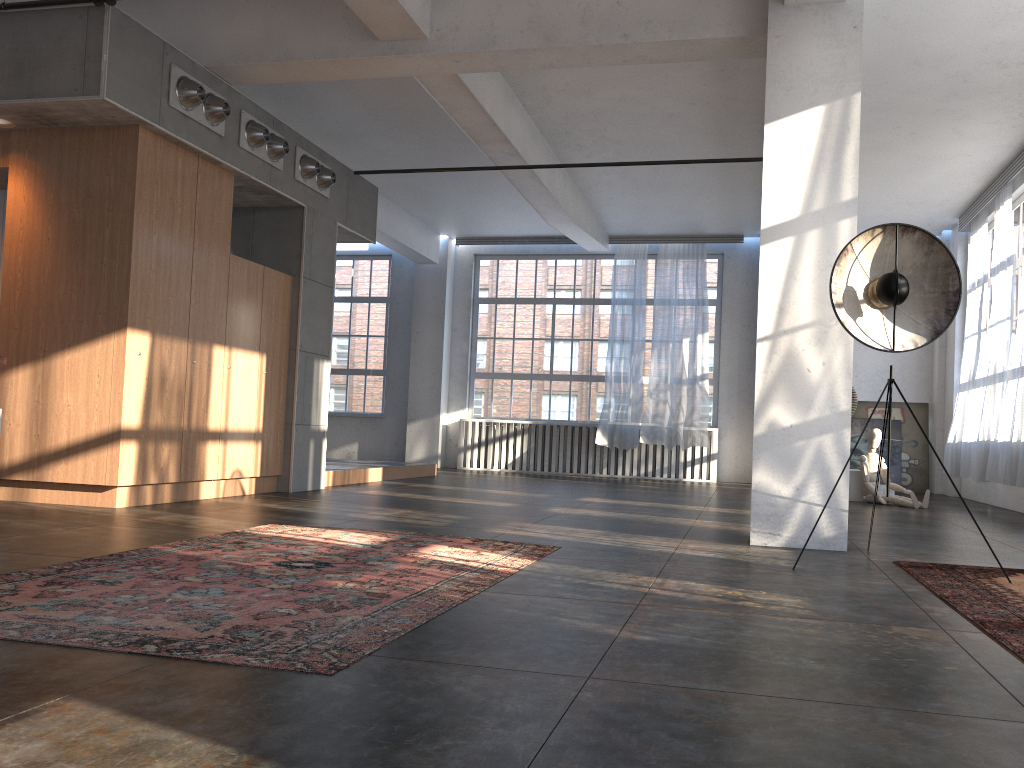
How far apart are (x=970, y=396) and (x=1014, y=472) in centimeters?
250cm

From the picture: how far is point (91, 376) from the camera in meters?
6.4

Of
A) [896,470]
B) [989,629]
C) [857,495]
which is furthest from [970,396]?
[989,629]

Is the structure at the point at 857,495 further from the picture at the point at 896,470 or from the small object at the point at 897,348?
the small object at the point at 897,348

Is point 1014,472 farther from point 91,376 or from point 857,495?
point 91,376

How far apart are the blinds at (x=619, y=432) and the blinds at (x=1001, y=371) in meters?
4.7

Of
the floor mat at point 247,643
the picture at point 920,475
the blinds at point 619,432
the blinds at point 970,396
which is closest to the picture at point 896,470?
the picture at point 920,475

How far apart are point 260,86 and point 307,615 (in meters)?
7.28

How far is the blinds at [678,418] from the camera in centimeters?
1366cm

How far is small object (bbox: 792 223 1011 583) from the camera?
4.89m
